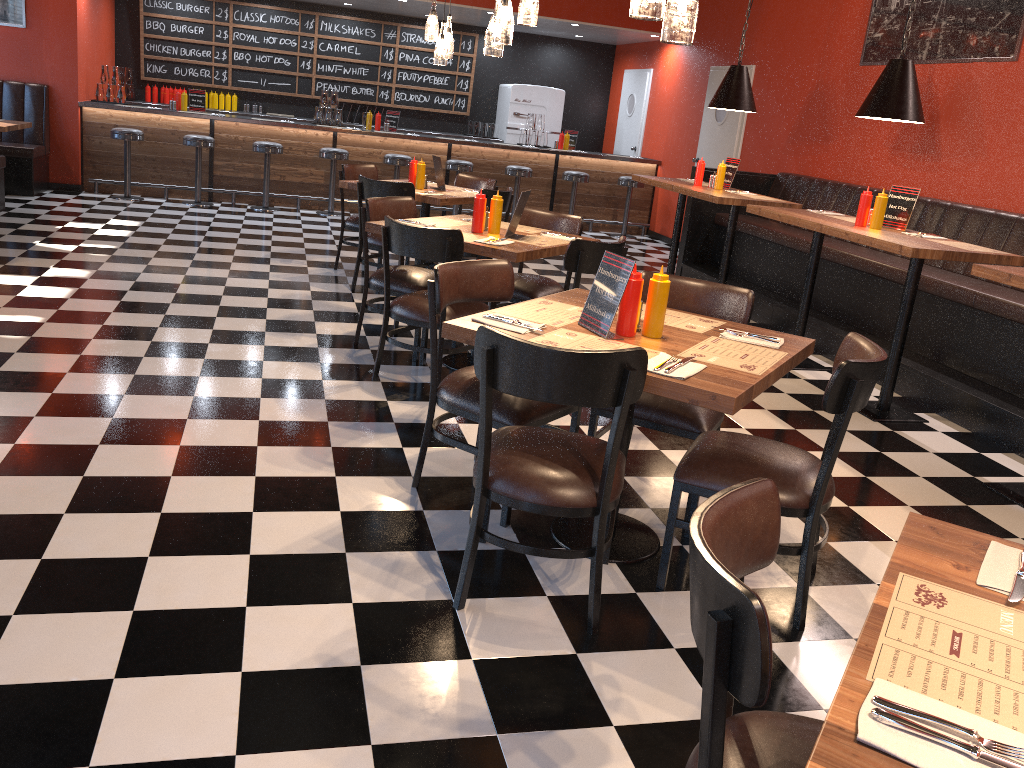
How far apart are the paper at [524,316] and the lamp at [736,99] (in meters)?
4.15

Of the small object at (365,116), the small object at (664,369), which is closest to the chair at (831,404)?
the small object at (664,369)

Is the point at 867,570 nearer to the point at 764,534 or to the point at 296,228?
the point at 764,534

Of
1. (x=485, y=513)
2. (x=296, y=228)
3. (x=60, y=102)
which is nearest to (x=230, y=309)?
(x=485, y=513)

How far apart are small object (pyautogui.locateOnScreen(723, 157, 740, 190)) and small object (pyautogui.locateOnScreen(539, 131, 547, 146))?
4.6 meters

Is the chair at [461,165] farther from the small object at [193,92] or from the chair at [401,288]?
the chair at [401,288]

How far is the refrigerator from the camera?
12.37m

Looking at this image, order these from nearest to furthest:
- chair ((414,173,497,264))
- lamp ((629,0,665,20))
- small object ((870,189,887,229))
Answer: lamp ((629,0,665,20)) → small object ((870,189,887,229)) → chair ((414,173,497,264))

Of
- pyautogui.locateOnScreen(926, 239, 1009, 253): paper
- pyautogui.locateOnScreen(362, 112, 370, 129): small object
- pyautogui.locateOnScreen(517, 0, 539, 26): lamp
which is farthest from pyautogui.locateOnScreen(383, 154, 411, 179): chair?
pyautogui.locateOnScreen(926, 239, 1009, 253): paper

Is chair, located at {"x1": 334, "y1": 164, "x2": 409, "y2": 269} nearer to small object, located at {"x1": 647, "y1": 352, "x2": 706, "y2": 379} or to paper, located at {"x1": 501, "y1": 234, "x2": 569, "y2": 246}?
paper, located at {"x1": 501, "y1": 234, "x2": 569, "y2": 246}
